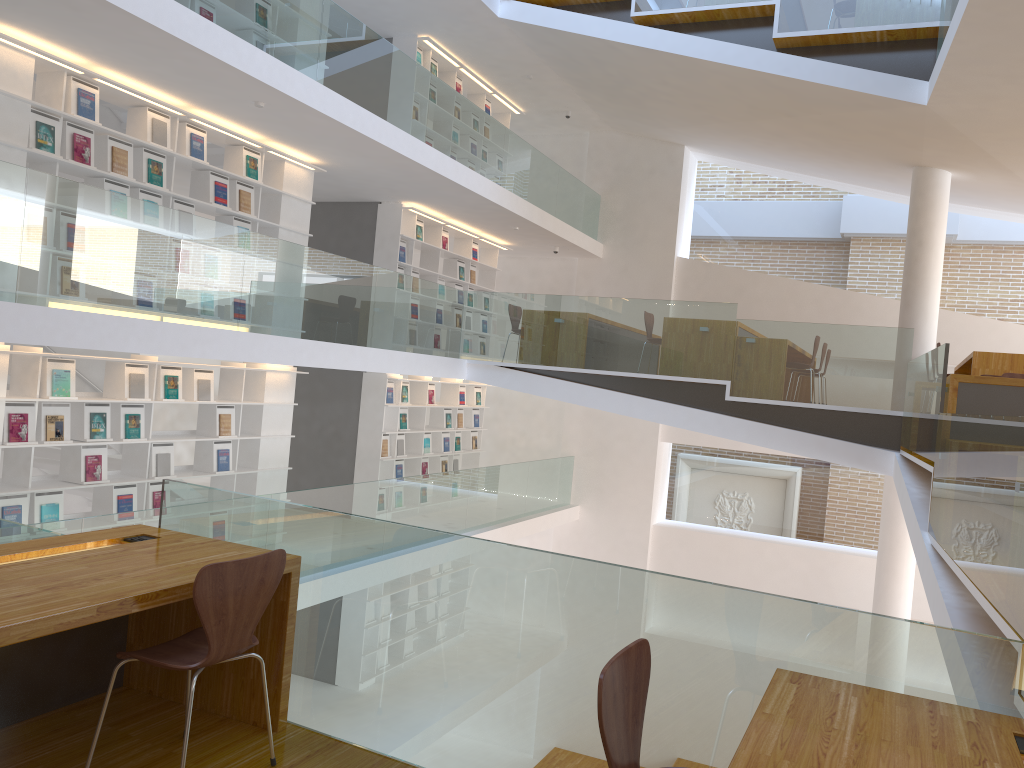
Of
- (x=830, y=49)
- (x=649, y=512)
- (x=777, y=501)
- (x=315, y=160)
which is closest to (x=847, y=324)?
(x=777, y=501)

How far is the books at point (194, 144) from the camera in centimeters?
755cm

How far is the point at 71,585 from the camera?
2.5m

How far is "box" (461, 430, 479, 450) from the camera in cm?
1309

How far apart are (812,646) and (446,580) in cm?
113

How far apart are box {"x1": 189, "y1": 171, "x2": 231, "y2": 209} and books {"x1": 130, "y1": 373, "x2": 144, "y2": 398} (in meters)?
1.69

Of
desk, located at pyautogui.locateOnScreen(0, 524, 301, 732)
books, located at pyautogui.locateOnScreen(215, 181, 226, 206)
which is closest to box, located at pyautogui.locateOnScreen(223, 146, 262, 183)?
books, located at pyautogui.locateOnScreen(215, 181, 226, 206)

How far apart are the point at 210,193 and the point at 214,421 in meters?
2.0

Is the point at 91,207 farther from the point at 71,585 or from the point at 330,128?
the point at 71,585

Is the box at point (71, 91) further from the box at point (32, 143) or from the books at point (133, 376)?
the books at point (133, 376)
